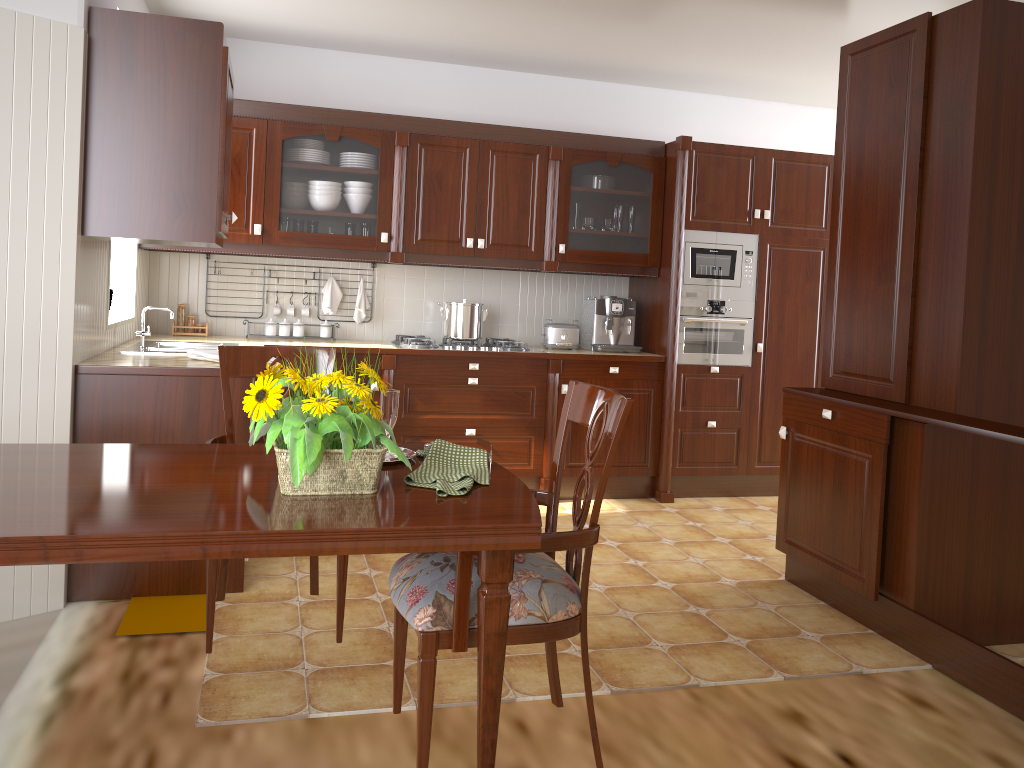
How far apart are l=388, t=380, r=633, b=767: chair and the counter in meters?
1.5 m

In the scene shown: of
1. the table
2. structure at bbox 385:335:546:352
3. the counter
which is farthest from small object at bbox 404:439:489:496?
structure at bbox 385:335:546:352

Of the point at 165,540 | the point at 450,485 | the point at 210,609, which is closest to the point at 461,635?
the point at 450,485

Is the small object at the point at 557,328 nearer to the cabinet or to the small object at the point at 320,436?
the cabinet

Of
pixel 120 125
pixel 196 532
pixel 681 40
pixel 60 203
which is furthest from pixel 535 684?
pixel 681 40

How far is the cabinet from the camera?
3.00m

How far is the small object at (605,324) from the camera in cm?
504

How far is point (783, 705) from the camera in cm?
259

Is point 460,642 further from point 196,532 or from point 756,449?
point 756,449

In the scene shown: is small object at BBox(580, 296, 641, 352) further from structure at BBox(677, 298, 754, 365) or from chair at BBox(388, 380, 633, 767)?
chair at BBox(388, 380, 633, 767)
